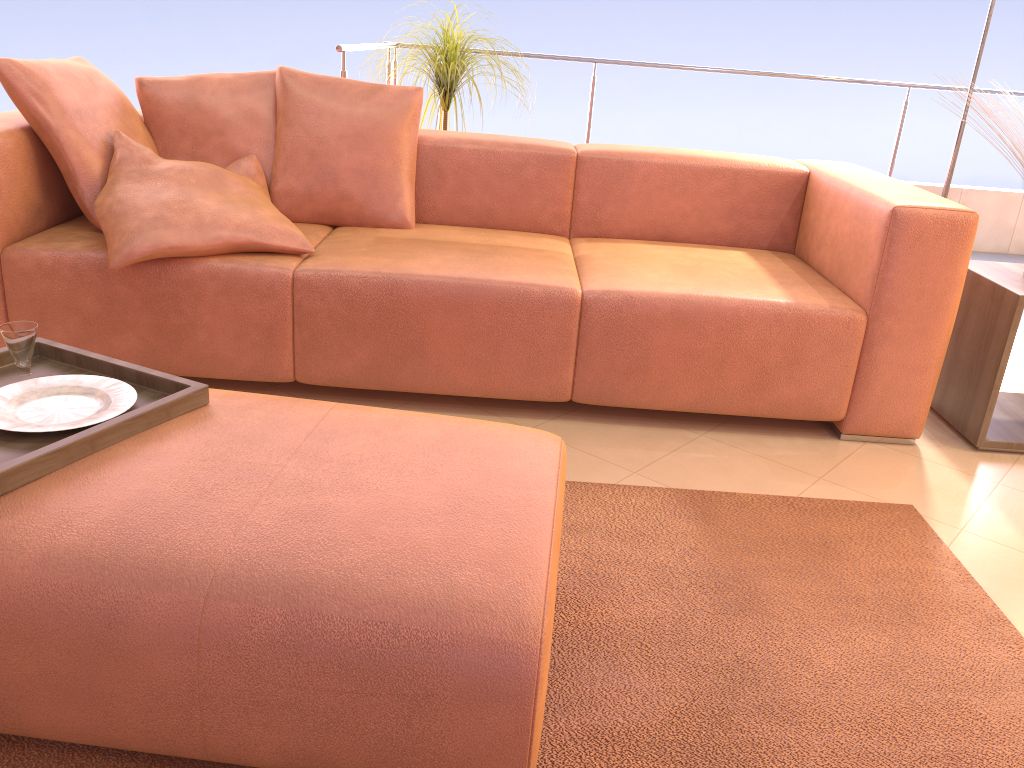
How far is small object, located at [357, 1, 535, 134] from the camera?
3.3 meters

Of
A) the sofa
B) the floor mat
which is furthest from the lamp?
the floor mat

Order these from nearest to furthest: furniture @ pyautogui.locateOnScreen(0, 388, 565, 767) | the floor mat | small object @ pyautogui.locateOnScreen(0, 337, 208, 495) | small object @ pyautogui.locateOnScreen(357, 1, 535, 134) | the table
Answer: furniture @ pyautogui.locateOnScreen(0, 388, 565, 767) < small object @ pyautogui.locateOnScreen(0, 337, 208, 495) < the floor mat < the table < small object @ pyautogui.locateOnScreen(357, 1, 535, 134)

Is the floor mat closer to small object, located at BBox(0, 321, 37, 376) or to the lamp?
small object, located at BBox(0, 321, 37, 376)

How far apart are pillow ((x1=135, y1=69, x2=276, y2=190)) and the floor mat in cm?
142

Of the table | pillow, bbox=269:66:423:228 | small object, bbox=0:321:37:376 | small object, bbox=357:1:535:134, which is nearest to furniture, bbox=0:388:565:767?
small object, bbox=0:321:37:376

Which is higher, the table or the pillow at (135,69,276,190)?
the pillow at (135,69,276,190)

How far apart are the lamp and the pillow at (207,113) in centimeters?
234cm

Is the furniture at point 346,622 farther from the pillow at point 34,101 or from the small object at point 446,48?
the small object at point 446,48

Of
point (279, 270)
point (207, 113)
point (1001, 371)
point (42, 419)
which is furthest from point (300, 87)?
point (1001, 371)
